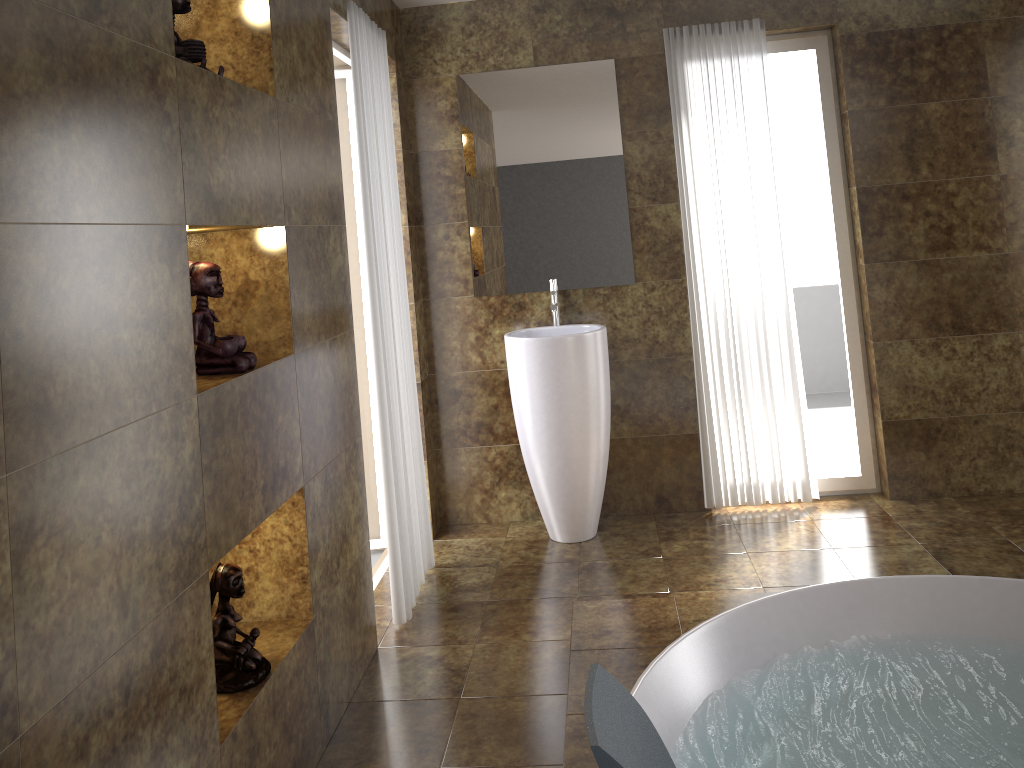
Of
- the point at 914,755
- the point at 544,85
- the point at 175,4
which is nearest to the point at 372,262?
the point at 175,4

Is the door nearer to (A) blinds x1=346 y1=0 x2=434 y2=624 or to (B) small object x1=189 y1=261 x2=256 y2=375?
(A) blinds x1=346 y1=0 x2=434 y2=624

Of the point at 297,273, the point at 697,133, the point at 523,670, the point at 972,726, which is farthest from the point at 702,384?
the point at 297,273

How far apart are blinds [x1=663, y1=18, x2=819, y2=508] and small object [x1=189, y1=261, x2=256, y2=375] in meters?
2.4

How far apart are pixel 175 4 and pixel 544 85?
2.25m

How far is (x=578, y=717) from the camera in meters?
2.4 m

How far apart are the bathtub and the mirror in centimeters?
175cm

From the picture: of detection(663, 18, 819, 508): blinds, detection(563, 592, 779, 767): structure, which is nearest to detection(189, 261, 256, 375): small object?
detection(563, 592, 779, 767): structure

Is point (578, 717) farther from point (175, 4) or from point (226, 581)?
point (175, 4)

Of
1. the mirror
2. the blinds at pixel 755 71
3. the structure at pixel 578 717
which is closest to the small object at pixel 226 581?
the structure at pixel 578 717
